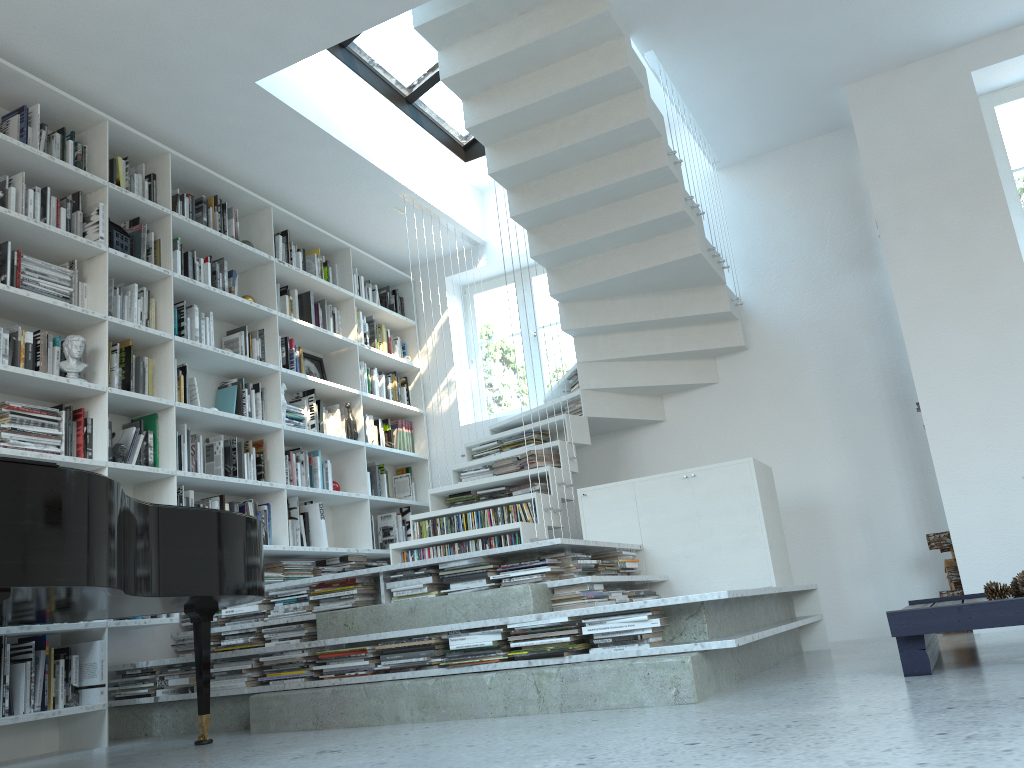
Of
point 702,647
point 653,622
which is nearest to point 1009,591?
point 702,647

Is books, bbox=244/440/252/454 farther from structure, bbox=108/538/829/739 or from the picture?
structure, bbox=108/538/829/739

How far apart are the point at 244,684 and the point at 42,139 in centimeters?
285cm

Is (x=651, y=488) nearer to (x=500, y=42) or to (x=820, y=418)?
(x=820, y=418)

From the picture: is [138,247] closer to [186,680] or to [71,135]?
[71,135]

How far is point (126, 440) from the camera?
4.5 meters

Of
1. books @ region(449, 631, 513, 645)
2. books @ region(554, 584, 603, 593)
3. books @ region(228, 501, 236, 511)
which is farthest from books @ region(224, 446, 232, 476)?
books @ region(554, 584, 603, 593)

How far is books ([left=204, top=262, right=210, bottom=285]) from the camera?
5.2 meters

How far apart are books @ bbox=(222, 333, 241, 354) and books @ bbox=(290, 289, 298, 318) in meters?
0.7

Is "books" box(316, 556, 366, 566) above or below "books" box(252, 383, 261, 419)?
below
